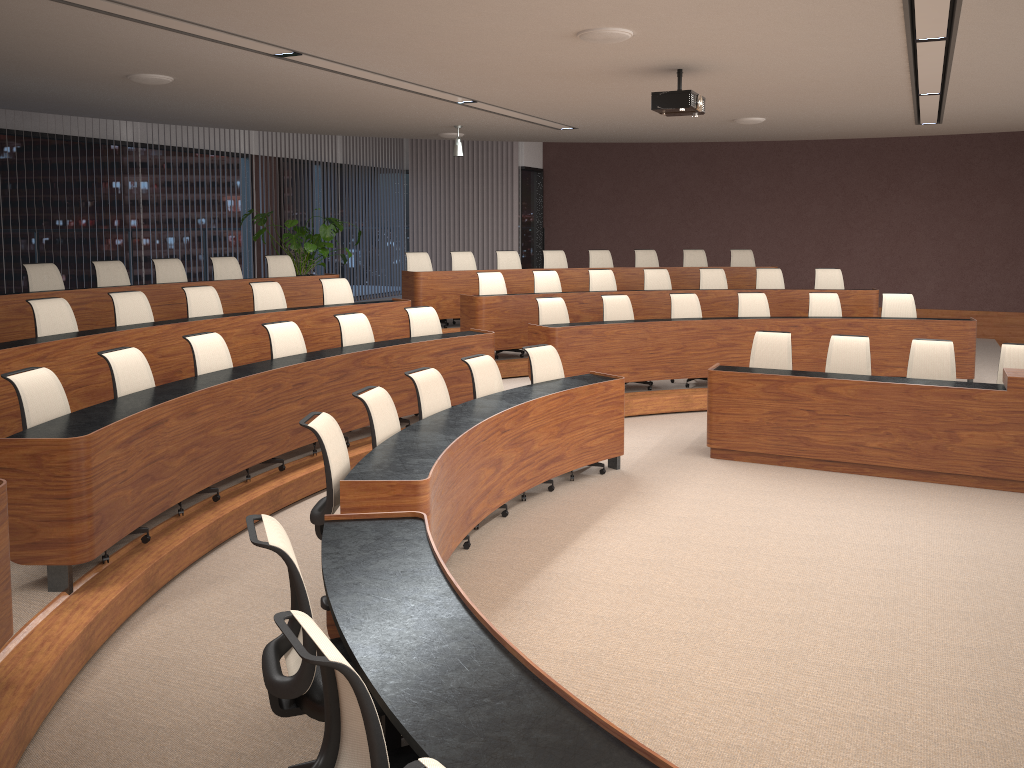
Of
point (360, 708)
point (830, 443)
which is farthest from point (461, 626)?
point (830, 443)

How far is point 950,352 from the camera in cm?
722

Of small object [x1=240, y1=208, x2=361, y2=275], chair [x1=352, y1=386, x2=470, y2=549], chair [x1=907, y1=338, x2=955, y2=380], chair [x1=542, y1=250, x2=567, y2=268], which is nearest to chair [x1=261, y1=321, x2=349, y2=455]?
chair [x1=352, y1=386, x2=470, y2=549]

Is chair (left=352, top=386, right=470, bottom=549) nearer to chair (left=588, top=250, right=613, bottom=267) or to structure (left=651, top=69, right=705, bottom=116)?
structure (left=651, top=69, right=705, bottom=116)

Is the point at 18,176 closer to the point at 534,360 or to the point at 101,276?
the point at 101,276

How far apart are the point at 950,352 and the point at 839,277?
3.9m

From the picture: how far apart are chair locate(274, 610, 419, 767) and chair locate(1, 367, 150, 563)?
2.6m

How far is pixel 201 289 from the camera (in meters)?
7.93

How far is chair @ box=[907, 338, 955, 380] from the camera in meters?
7.2 m

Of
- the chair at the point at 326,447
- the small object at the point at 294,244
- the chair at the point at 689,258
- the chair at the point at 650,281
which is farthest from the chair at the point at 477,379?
the chair at the point at 689,258
